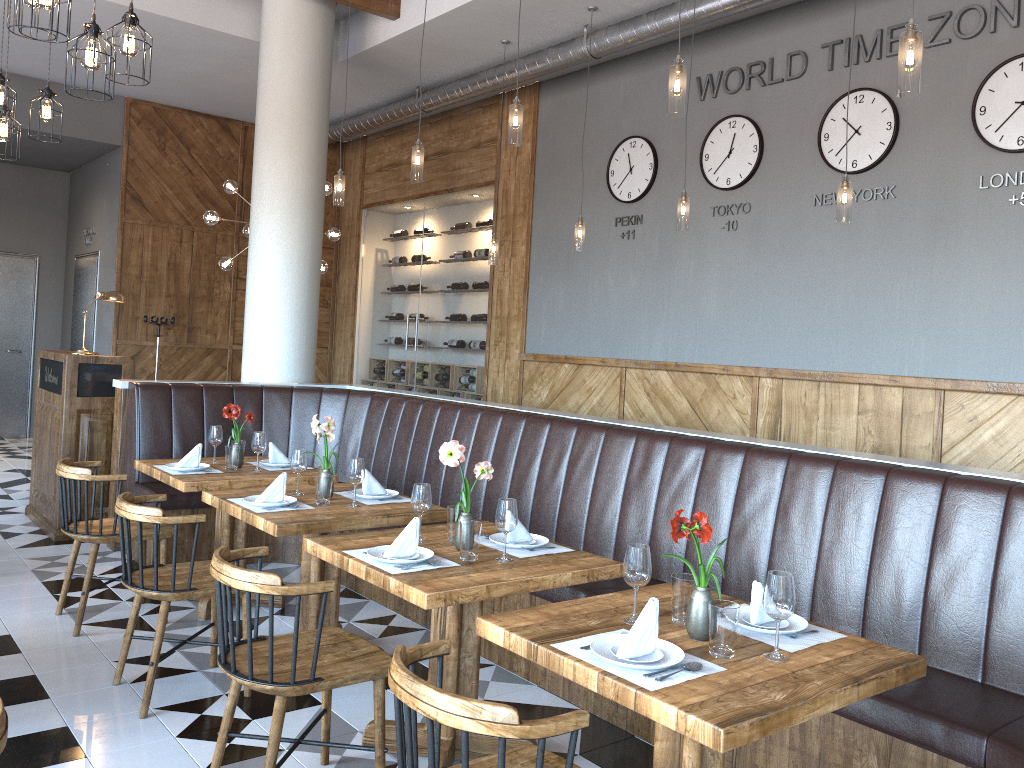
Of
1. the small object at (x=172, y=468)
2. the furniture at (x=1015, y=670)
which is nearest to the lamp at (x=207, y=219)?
the furniture at (x=1015, y=670)

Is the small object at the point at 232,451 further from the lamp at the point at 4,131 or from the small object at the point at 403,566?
the lamp at the point at 4,131

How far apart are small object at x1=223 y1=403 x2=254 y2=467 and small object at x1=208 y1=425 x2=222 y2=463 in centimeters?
16cm

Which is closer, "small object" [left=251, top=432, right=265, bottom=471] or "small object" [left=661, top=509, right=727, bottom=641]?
"small object" [left=661, top=509, right=727, bottom=641]

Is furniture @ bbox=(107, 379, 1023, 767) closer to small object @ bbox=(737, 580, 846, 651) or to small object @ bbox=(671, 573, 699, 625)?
small object @ bbox=(737, 580, 846, 651)

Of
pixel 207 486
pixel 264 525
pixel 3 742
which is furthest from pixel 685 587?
pixel 207 486

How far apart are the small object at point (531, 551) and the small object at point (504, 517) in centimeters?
12cm

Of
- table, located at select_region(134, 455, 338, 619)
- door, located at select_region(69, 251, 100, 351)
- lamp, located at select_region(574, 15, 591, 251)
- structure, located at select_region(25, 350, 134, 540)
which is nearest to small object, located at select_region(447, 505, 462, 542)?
table, located at select_region(134, 455, 338, 619)

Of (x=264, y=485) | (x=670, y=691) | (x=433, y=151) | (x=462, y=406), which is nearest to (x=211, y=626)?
(x=264, y=485)

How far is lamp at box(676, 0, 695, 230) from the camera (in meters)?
5.73
